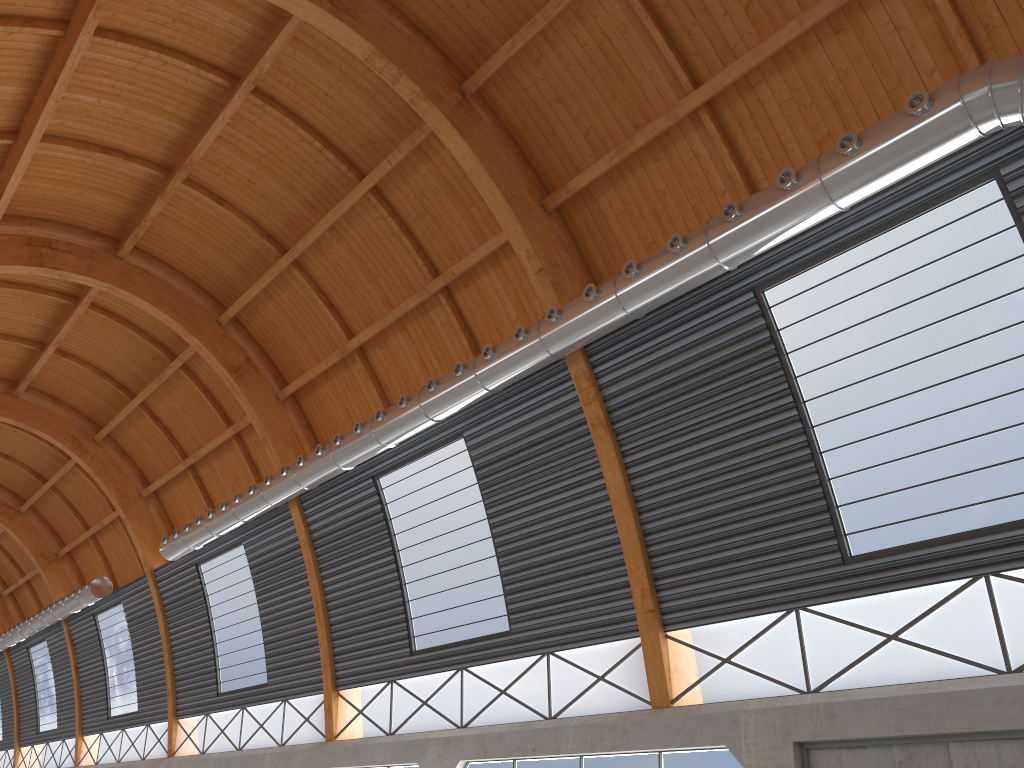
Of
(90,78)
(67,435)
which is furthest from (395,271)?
(67,435)
